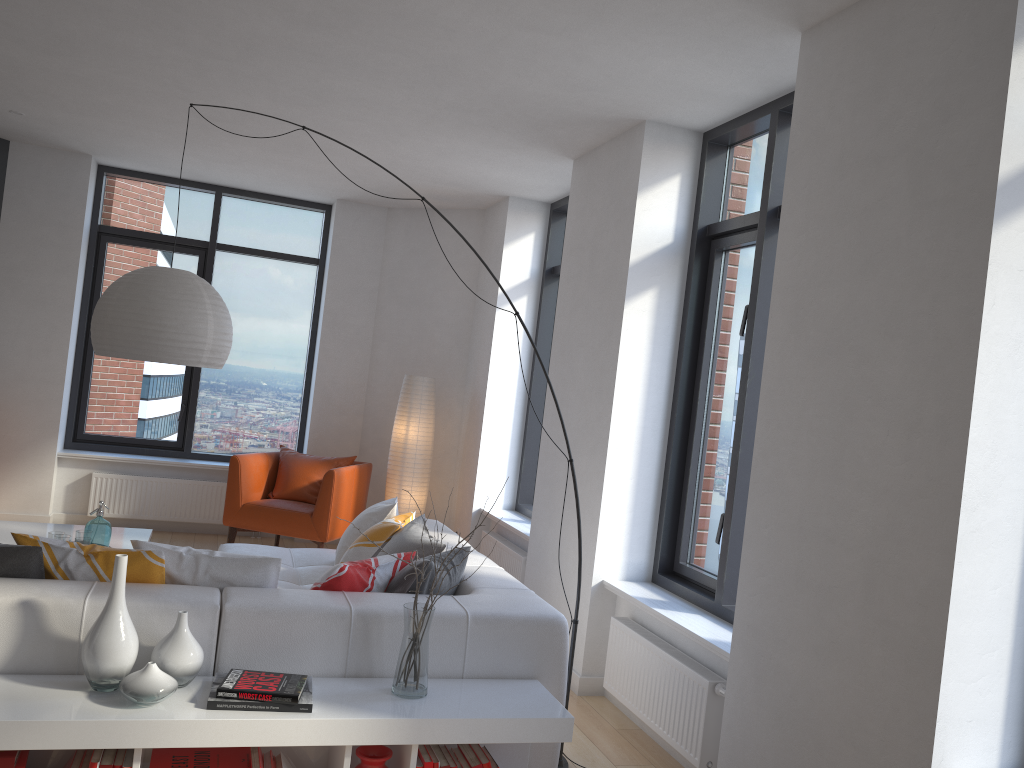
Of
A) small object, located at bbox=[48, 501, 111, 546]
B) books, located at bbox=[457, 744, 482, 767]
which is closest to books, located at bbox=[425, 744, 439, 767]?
books, located at bbox=[457, 744, 482, 767]

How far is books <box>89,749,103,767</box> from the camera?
2.5 meters

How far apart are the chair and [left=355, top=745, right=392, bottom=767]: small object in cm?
374

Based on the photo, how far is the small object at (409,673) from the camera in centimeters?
285cm

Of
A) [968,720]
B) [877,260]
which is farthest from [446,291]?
[968,720]

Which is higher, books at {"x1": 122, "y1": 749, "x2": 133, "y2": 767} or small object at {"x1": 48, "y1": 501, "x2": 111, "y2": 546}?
small object at {"x1": 48, "y1": 501, "x2": 111, "y2": 546}

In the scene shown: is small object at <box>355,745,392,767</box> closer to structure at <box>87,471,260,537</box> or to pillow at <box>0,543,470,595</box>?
pillow at <box>0,543,470,595</box>

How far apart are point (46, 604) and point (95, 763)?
0.5m

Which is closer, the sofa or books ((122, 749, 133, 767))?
books ((122, 749, 133, 767))

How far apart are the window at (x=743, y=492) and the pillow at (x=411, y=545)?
1.3m
